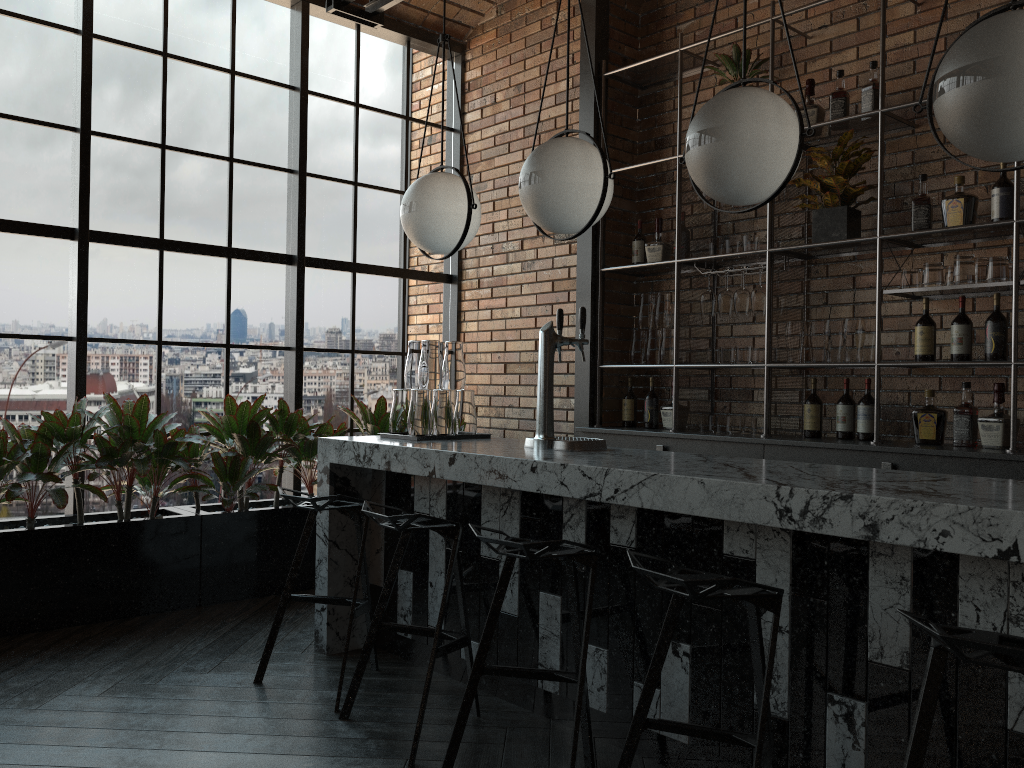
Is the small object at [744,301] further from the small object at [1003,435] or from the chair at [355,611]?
the chair at [355,611]

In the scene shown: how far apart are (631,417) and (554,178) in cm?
246

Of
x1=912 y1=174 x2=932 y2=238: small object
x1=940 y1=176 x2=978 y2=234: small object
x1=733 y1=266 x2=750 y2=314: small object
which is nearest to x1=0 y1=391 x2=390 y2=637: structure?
x1=733 y1=266 x2=750 y2=314: small object

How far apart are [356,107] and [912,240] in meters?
3.4 m

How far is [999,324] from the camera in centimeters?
372cm

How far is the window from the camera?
4.5 meters

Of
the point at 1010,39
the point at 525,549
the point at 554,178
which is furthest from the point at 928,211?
the point at 525,549

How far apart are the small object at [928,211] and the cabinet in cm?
10

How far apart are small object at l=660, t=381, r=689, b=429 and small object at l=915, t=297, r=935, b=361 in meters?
1.4 m

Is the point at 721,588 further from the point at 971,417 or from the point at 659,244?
the point at 659,244
